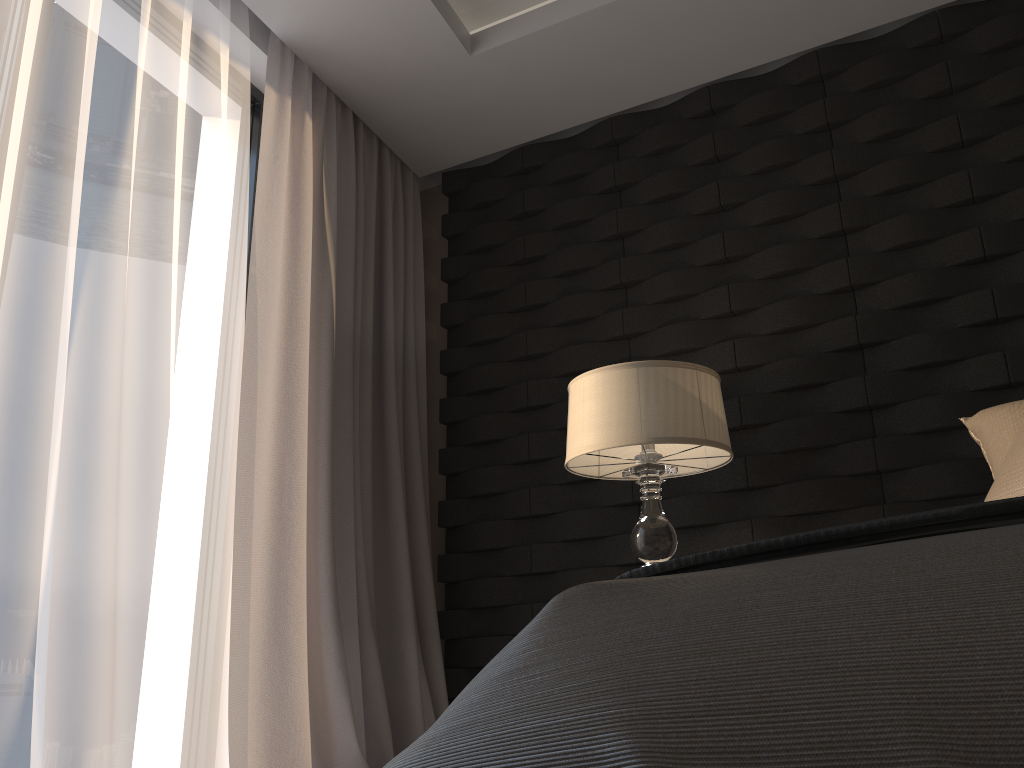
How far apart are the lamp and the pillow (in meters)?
0.56

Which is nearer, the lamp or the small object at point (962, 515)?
the small object at point (962, 515)

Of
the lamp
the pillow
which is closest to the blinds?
the lamp

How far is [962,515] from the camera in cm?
68

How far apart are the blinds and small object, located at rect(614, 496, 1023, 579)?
1.89m

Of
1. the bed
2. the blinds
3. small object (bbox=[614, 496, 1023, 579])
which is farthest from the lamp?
the bed

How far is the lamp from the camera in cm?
221

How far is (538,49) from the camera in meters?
3.0 m

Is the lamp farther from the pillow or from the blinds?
the blinds

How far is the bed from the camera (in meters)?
0.44
